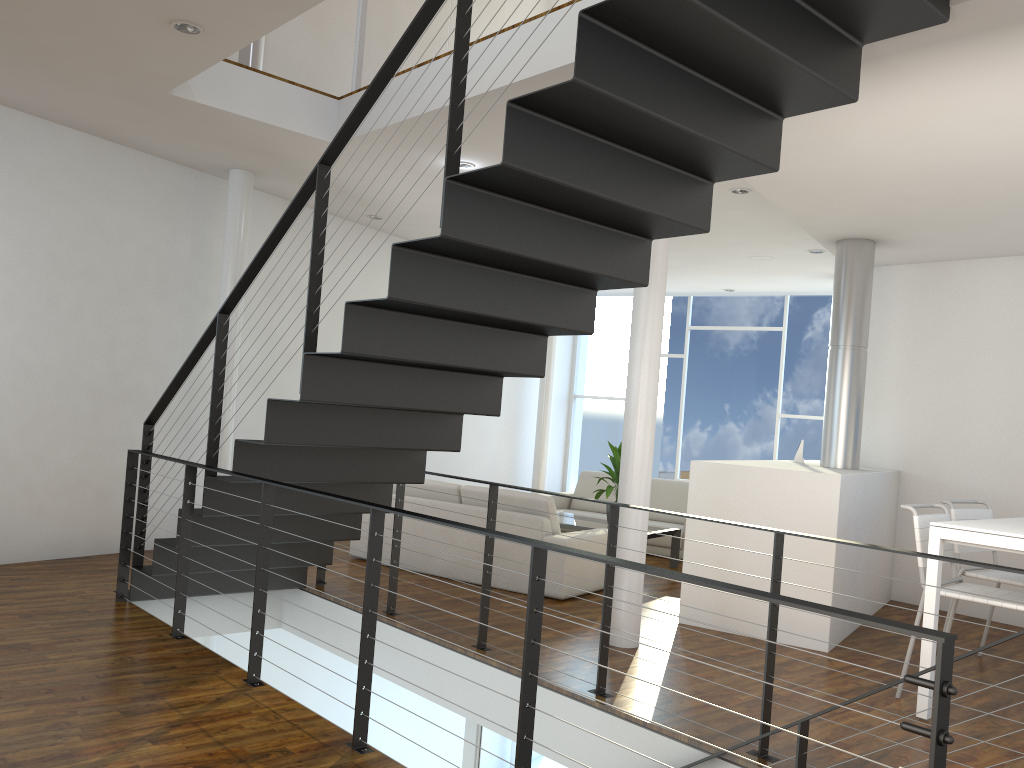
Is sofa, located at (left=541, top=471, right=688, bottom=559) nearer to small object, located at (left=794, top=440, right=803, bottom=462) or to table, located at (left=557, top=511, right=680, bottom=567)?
table, located at (left=557, top=511, right=680, bottom=567)

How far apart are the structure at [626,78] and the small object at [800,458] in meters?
2.8 m

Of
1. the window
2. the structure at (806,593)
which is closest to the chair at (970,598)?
the structure at (806,593)

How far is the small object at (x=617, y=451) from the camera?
6.2m

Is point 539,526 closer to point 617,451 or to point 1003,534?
point 617,451

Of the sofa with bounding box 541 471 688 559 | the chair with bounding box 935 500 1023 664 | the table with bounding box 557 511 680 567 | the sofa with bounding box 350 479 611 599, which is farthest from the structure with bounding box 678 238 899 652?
the sofa with bounding box 541 471 688 559

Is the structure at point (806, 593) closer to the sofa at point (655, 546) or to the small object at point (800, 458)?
the small object at point (800, 458)

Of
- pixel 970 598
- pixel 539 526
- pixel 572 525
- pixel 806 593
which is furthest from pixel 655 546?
pixel 970 598

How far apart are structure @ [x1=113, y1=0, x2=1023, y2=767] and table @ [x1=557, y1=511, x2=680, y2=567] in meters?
2.0 m

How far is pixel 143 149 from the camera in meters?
5.3 m
